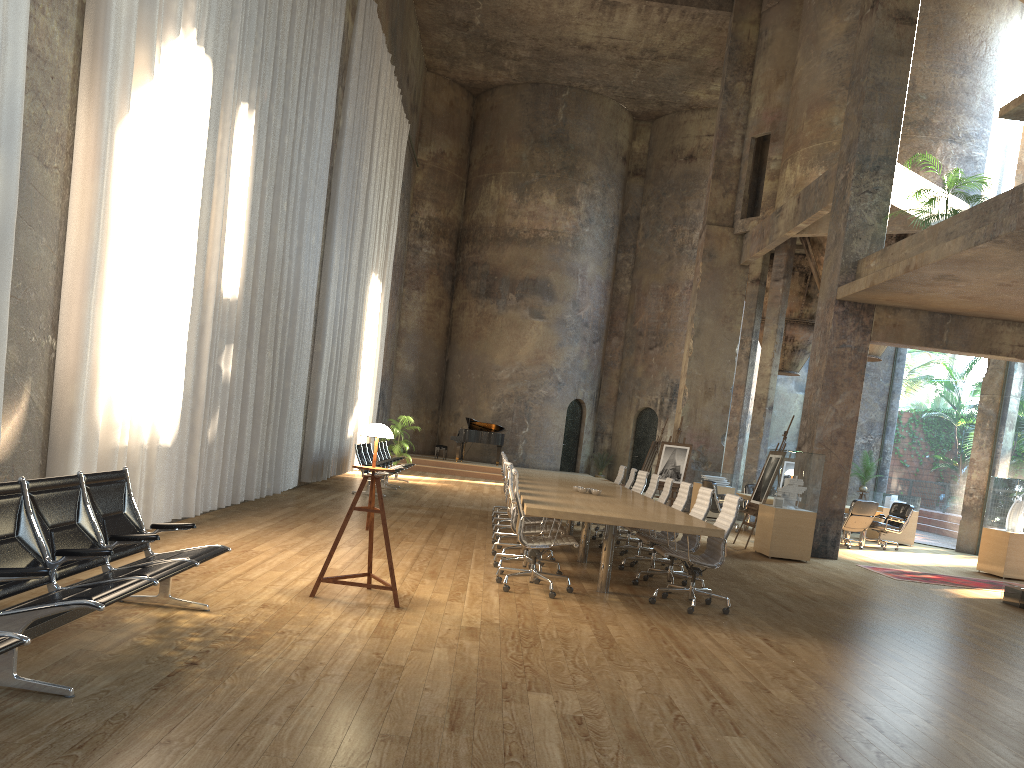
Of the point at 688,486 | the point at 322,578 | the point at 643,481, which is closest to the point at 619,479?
the point at 643,481

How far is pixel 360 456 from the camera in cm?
1511

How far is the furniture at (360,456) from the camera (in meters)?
15.11

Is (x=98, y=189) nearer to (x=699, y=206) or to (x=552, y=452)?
(x=552, y=452)

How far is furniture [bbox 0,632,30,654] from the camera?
2.9 meters

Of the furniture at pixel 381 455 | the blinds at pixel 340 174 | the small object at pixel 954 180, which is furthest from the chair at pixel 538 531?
the furniture at pixel 381 455

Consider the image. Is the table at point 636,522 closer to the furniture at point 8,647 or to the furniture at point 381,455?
the furniture at point 8,647

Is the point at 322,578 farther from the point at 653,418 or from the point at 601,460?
the point at 653,418

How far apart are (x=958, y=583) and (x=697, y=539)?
5.7m

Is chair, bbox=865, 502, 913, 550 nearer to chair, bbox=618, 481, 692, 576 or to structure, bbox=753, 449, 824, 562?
structure, bbox=753, 449, 824, 562
